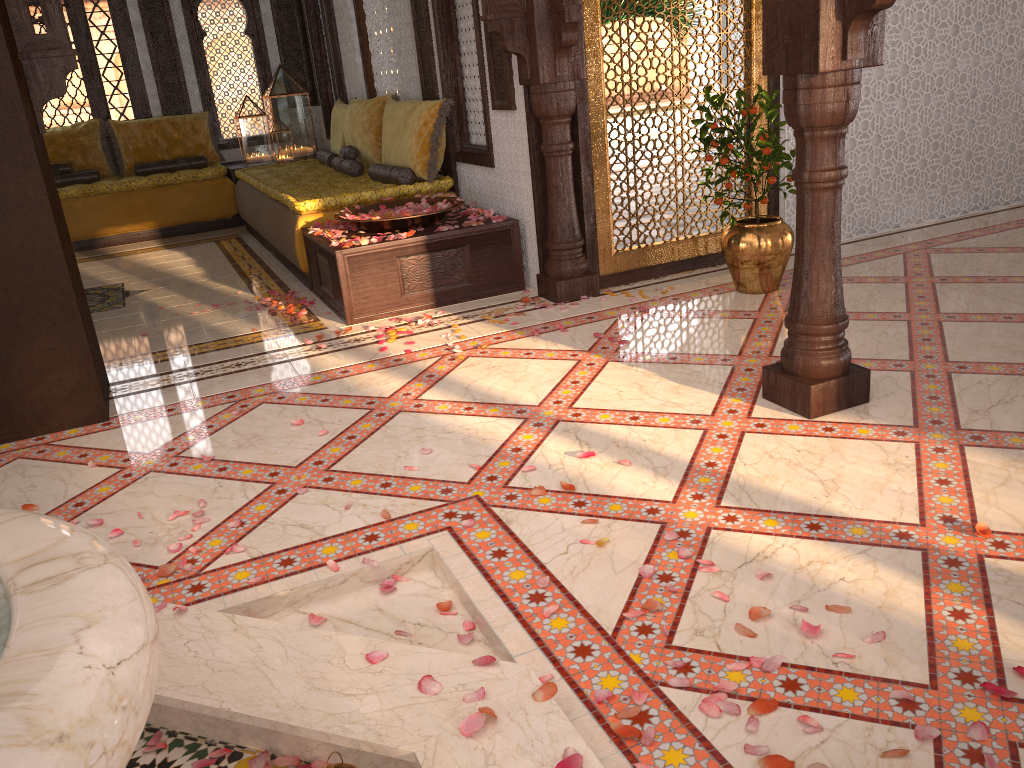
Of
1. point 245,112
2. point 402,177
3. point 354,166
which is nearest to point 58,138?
point 245,112

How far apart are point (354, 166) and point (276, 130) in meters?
2.5

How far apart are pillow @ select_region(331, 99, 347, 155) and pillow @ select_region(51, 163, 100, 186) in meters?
2.4

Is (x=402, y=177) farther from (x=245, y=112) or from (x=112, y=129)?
(x=112, y=129)

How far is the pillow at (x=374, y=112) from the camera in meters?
6.5 m

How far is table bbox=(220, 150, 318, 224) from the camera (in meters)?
8.37

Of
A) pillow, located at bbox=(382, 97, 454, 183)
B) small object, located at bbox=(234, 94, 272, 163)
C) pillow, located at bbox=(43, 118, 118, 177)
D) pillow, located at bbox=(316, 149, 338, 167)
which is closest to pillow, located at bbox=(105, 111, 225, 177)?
pillow, located at bbox=(43, 118, 118, 177)

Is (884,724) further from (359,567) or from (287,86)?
(287,86)

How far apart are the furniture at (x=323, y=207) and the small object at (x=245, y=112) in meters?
0.9

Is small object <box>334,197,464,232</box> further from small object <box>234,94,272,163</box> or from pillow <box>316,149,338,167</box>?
small object <box>234,94,272,163</box>
